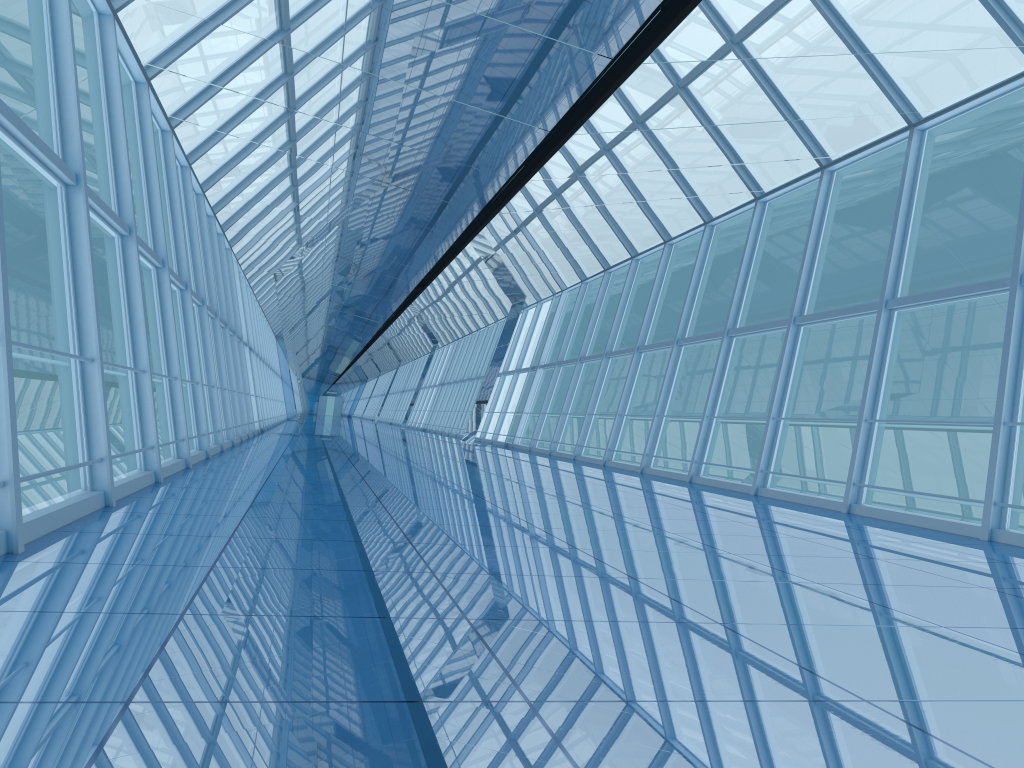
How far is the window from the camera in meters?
7.7

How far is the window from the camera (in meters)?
7.73

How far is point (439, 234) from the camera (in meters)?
14.36

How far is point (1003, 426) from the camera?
7.73m
